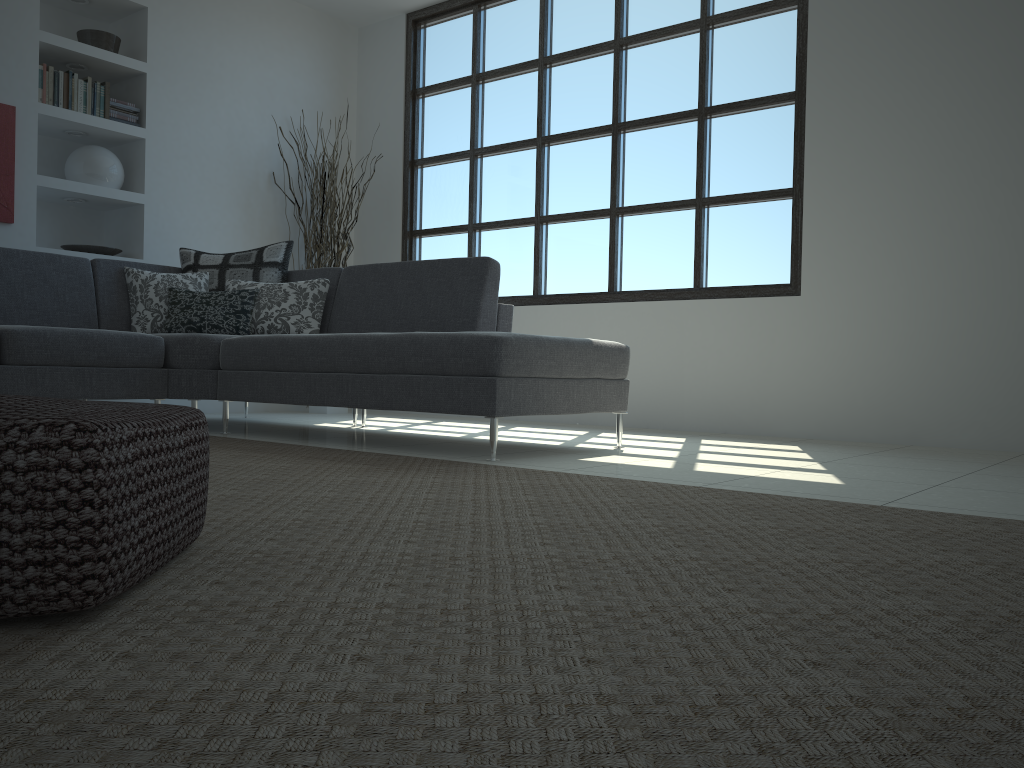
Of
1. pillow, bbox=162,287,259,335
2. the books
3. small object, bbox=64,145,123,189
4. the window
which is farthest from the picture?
the window

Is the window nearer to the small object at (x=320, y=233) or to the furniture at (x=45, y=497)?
the small object at (x=320, y=233)

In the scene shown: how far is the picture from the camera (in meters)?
4.92

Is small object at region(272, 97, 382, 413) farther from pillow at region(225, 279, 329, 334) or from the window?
pillow at region(225, 279, 329, 334)

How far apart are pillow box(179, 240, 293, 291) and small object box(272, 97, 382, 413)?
1.20m

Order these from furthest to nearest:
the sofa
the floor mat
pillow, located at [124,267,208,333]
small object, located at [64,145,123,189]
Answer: small object, located at [64,145,123,189] < pillow, located at [124,267,208,333] < the sofa < the floor mat

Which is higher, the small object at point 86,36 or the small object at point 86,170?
the small object at point 86,36

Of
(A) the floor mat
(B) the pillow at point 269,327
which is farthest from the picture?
(A) the floor mat

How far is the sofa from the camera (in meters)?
3.28

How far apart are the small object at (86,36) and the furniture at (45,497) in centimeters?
490cm
